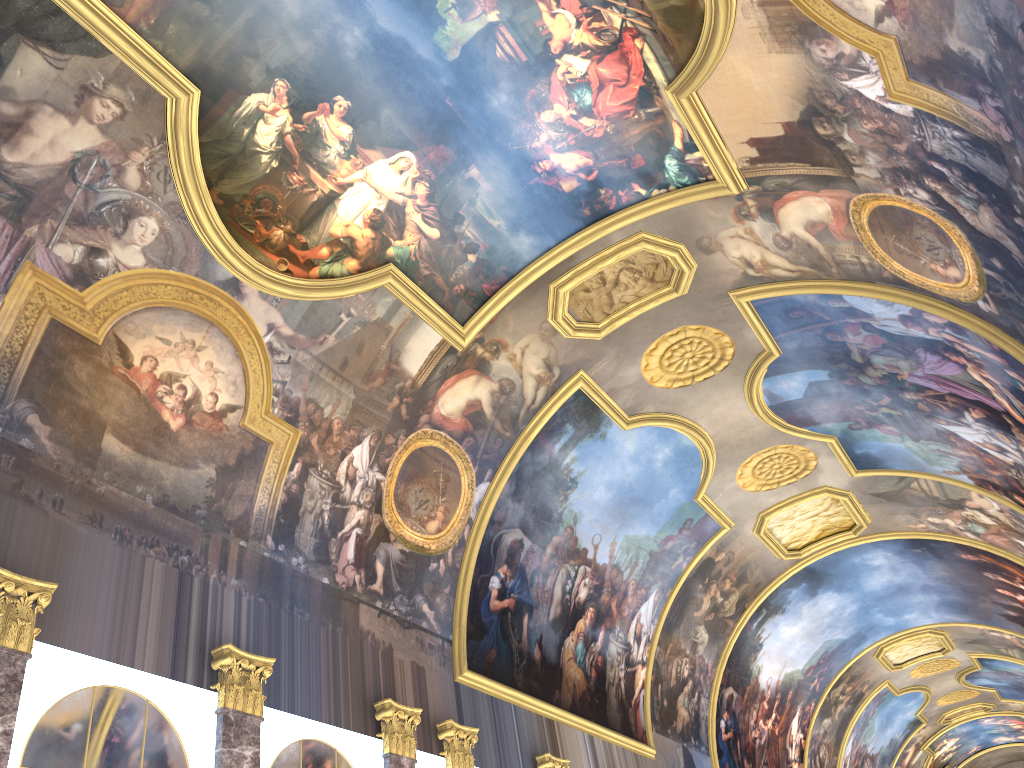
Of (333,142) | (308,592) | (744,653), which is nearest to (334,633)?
(308,592)
